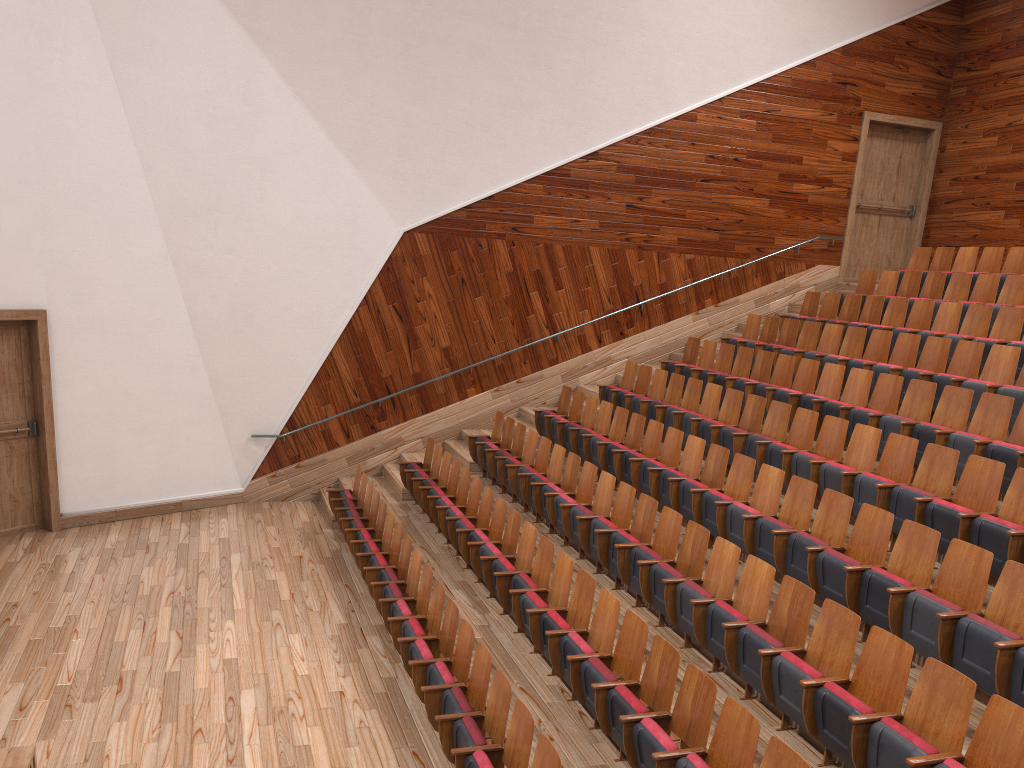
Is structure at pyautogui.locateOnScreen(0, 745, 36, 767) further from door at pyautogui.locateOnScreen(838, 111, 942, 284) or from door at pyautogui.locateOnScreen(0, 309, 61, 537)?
door at pyautogui.locateOnScreen(838, 111, 942, 284)

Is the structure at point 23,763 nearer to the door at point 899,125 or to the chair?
the chair

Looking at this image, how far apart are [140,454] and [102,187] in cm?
30

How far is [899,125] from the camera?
1.3 meters

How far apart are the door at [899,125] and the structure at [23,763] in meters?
1.2 m

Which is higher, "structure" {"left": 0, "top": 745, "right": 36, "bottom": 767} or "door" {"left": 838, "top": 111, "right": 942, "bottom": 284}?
"door" {"left": 838, "top": 111, "right": 942, "bottom": 284}

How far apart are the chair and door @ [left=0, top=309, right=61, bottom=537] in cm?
29

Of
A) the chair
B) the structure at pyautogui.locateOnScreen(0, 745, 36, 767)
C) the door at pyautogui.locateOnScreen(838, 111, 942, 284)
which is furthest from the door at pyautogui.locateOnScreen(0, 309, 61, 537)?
the door at pyautogui.locateOnScreen(838, 111, 942, 284)

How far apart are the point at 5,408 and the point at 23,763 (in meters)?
0.61

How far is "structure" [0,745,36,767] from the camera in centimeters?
40cm
